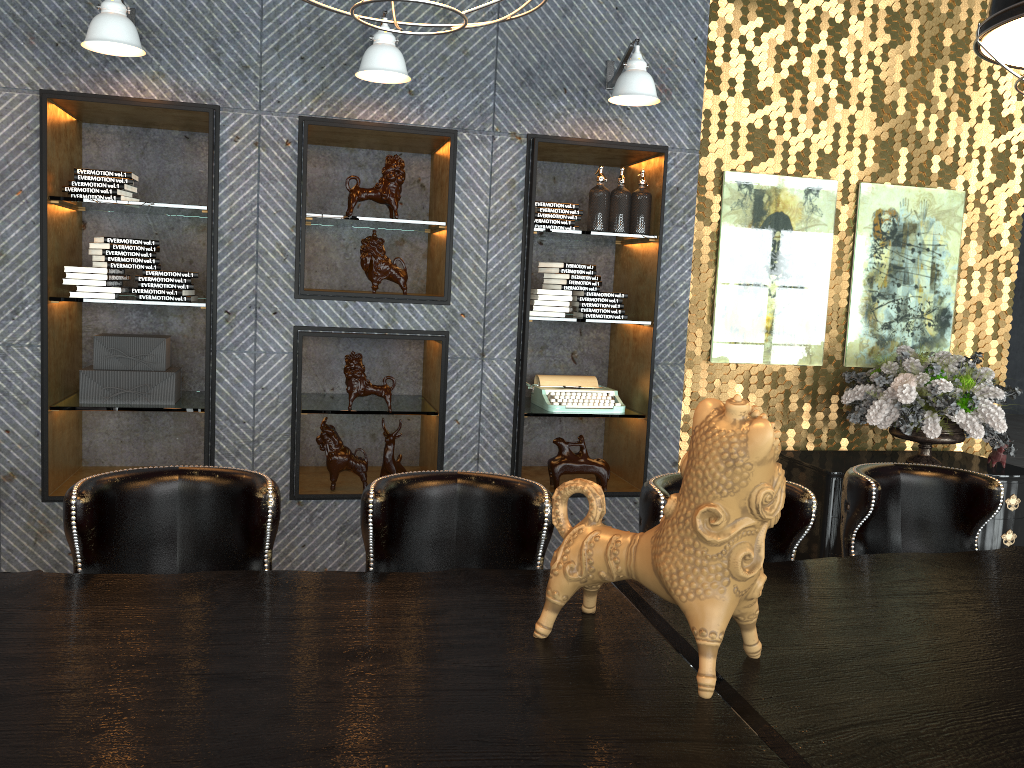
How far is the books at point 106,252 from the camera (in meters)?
4.03

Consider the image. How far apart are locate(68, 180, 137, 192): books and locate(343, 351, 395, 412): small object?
1.3 meters

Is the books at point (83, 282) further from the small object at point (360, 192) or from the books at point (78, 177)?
the small object at point (360, 192)

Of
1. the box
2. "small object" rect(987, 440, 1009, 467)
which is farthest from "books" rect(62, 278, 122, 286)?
"small object" rect(987, 440, 1009, 467)

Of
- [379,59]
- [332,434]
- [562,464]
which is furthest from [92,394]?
[562,464]

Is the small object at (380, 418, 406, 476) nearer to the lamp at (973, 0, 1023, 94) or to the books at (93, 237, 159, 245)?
the books at (93, 237, 159, 245)

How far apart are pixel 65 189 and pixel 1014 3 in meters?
3.8

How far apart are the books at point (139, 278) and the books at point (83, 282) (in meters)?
0.14

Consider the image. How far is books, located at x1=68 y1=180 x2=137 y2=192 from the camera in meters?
4.0

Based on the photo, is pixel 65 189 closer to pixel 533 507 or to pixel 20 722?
pixel 533 507
